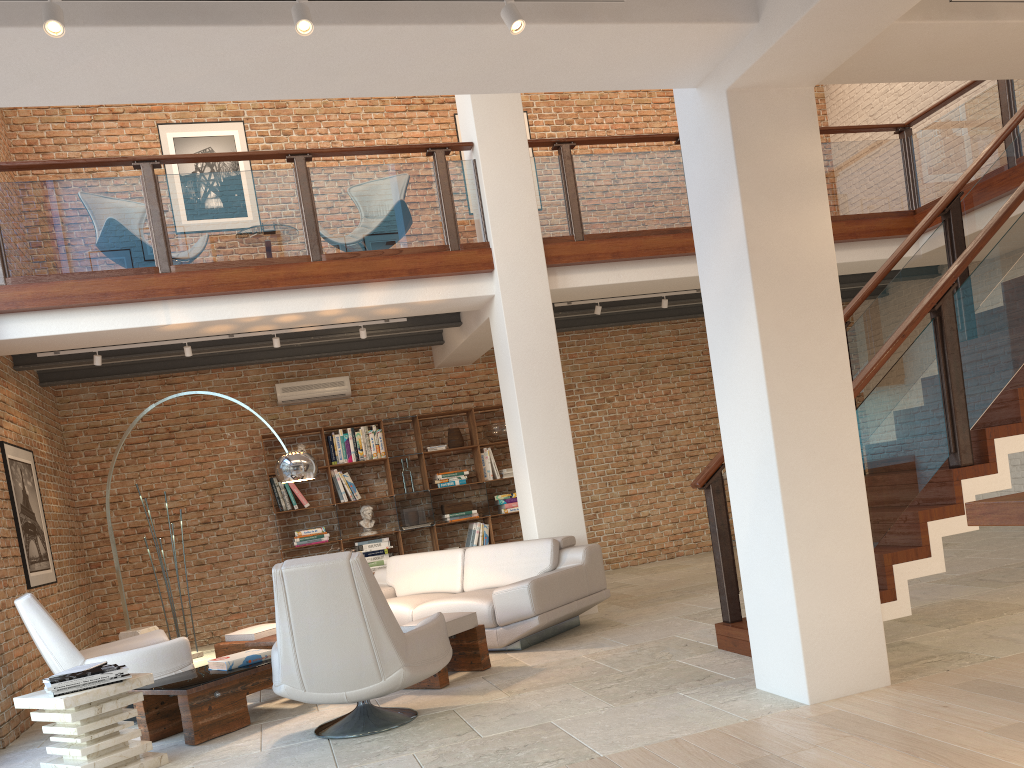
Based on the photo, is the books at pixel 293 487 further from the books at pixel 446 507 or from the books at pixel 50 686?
the books at pixel 50 686

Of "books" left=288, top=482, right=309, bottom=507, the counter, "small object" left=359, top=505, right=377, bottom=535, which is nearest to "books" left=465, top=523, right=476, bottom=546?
"small object" left=359, top=505, right=377, bottom=535

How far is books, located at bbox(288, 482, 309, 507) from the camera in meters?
9.5

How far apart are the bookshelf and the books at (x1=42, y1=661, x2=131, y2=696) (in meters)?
4.99

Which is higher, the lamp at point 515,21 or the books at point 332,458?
the lamp at point 515,21

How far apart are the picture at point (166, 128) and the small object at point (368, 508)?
4.15m

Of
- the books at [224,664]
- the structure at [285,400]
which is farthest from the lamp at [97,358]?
the books at [224,664]

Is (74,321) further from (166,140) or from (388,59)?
(388,59)

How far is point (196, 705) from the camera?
4.8 meters

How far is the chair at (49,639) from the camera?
5.50m
